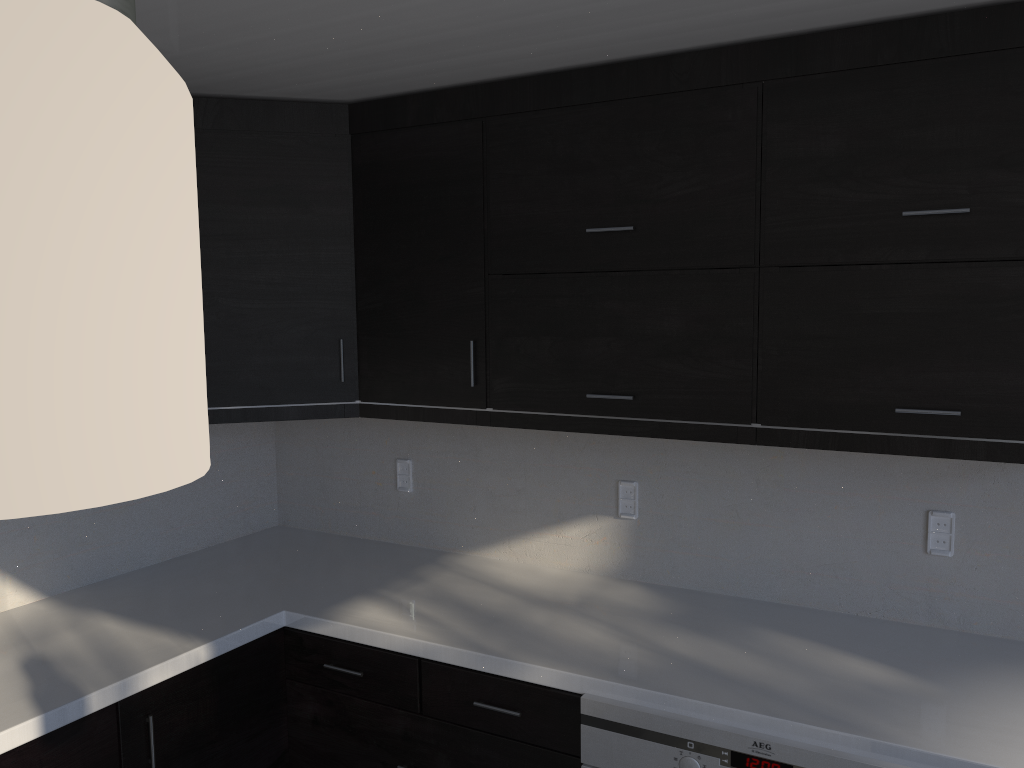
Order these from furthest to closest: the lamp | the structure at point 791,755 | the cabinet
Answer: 1. the cabinet
2. the structure at point 791,755
3. the lamp

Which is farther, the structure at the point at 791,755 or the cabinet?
the cabinet

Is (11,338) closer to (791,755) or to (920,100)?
(791,755)

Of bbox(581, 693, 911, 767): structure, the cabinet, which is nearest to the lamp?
bbox(581, 693, 911, 767): structure

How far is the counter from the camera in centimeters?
176cm

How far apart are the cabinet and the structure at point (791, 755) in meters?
0.0 m

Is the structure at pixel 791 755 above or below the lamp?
below

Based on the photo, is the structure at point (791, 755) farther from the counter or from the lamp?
the lamp

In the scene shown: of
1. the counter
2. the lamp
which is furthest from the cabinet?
the lamp

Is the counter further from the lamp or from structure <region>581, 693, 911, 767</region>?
the lamp
